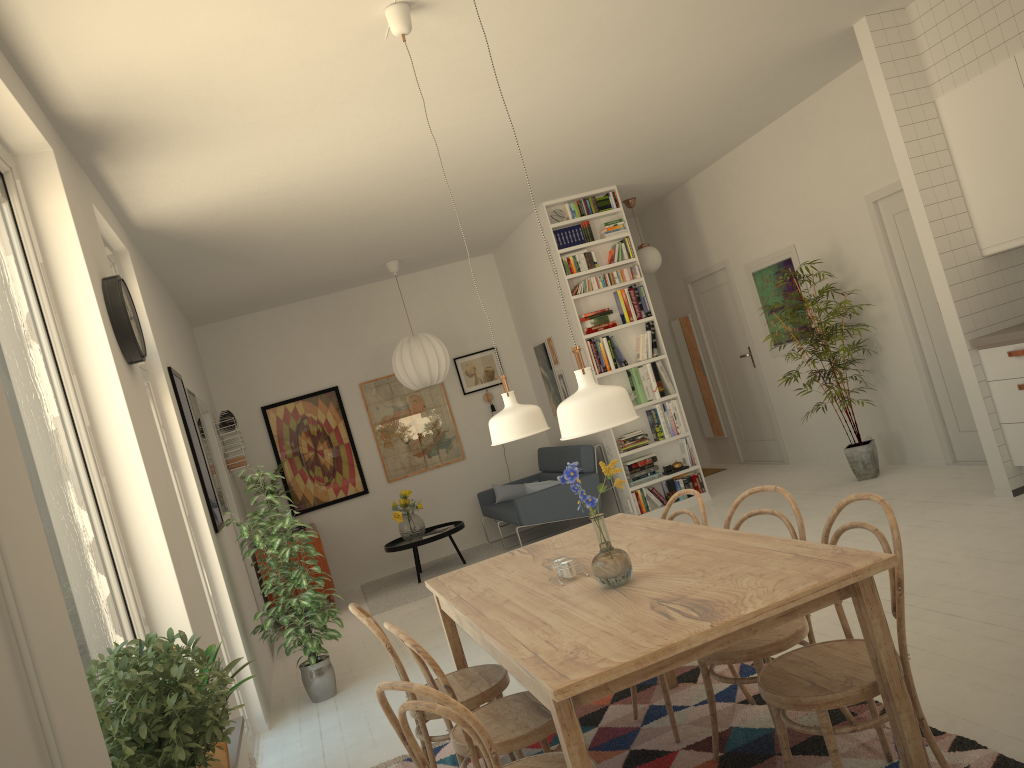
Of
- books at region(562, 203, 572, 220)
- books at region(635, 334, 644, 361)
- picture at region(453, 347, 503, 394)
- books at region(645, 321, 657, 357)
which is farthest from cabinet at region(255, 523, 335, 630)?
books at region(562, 203, 572, 220)

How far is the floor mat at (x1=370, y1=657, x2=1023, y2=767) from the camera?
2.7m

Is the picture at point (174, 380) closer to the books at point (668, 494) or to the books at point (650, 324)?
the books at point (668, 494)

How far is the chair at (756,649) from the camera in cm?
274

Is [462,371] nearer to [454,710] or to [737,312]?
[737,312]

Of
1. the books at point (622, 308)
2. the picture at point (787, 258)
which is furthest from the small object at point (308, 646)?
the picture at point (787, 258)

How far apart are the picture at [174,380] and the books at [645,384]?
3.9m

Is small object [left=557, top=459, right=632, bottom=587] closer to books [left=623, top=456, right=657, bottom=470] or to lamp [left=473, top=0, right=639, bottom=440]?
lamp [left=473, top=0, right=639, bottom=440]

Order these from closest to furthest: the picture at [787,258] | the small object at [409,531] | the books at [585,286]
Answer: the picture at [787,258] < the books at [585,286] < the small object at [409,531]

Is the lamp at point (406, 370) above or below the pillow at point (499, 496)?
above
